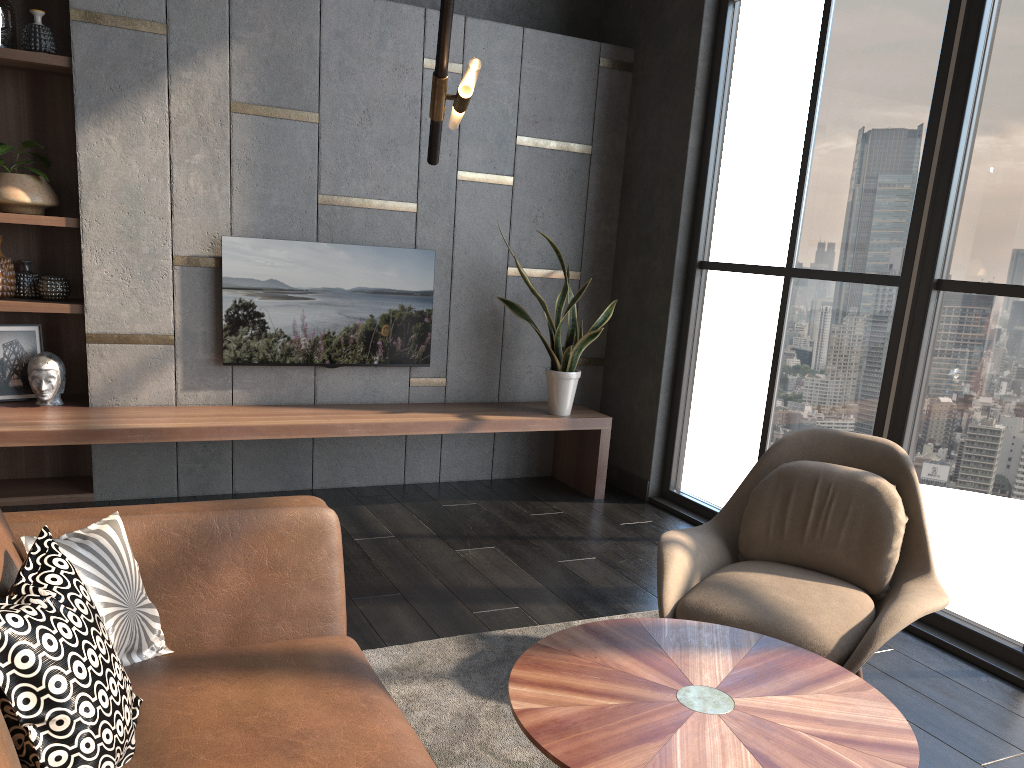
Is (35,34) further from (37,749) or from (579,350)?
(37,749)

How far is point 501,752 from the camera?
2.36m

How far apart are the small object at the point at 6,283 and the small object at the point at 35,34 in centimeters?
95cm

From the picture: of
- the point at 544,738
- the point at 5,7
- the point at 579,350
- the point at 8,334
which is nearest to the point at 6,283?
the point at 8,334

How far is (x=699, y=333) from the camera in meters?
4.9 m

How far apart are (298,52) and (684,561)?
3.2 meters

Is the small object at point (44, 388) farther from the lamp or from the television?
the lamp

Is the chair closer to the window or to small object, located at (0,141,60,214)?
the window

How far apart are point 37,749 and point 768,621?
1.9 meters

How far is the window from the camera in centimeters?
328cm
